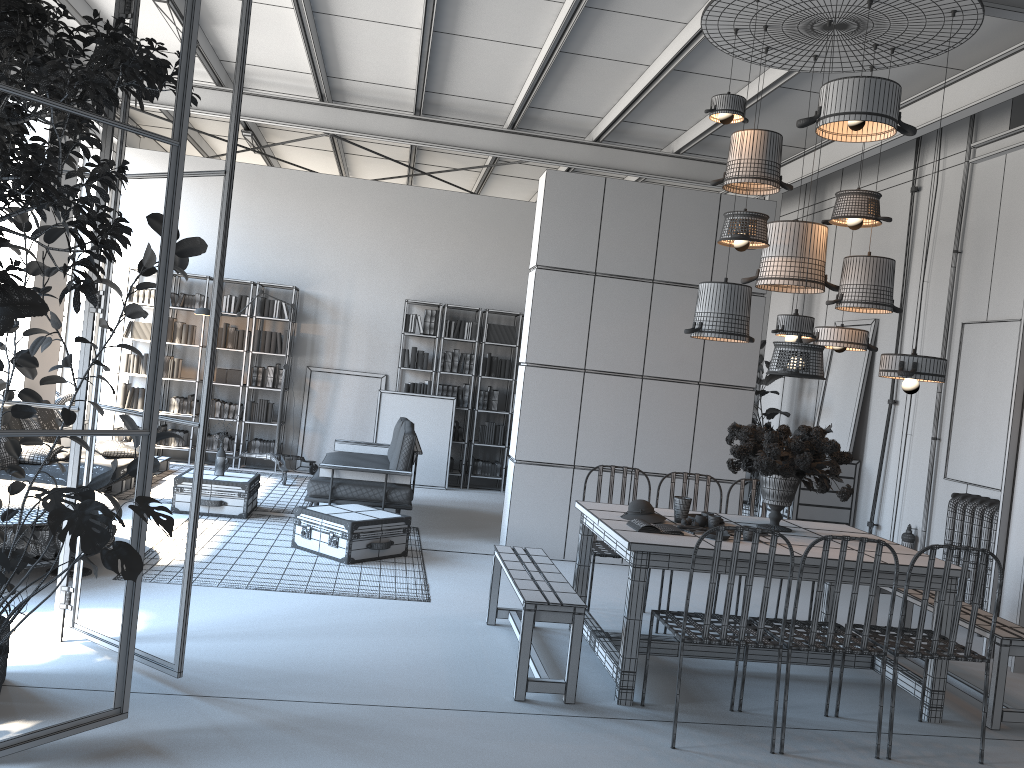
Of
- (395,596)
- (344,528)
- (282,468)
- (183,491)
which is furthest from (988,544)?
(282,468)

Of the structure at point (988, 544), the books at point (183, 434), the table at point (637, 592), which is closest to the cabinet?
the structure at point (988, 544)

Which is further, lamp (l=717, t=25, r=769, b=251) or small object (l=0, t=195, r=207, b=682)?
lamp (l=717, t=25, r=769, b=251)

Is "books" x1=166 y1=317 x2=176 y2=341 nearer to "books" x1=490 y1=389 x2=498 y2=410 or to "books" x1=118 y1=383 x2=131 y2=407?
"books" x1=118 y1=383 x2=131 y2=407

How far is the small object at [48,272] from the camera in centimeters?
380cm

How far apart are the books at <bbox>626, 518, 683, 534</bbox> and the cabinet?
4.5m

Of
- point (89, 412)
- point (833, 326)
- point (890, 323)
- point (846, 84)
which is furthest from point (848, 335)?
point (89, 412)

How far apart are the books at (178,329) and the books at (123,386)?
0.8m

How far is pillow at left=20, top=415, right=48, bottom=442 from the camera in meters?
8.2 m

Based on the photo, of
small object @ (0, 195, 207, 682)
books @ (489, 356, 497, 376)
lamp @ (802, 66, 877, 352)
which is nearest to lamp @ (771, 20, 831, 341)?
lamp @ (802, 66, 877, 352)
